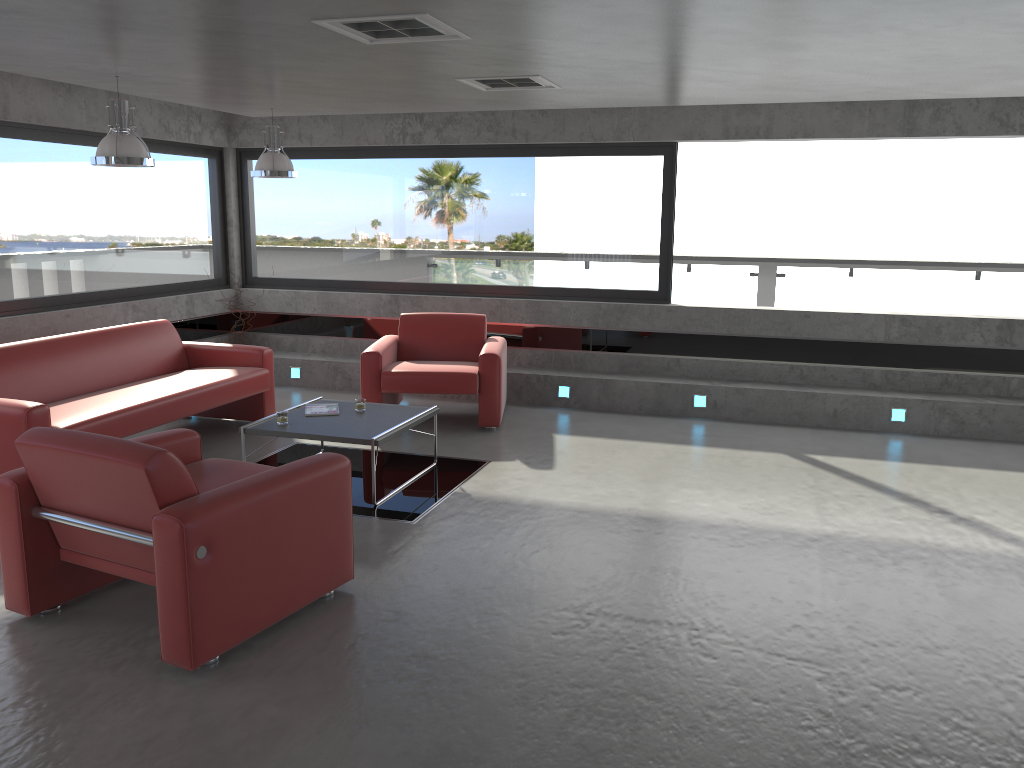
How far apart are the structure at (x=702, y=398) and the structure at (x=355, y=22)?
4.52m

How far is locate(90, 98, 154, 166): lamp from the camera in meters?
5.6

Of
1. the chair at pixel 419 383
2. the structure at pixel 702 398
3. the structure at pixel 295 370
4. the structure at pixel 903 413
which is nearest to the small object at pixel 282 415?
the chair at pixel 419 383

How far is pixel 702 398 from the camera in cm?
799

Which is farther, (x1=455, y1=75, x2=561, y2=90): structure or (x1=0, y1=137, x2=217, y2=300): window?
(x1=0, y1=137, x2=217, y2=300): window

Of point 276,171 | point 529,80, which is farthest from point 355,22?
point 276,171

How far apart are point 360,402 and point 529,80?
2.5m

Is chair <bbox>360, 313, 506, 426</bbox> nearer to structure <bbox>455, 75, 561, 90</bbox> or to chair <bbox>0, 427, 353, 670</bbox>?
structure <bbox>455, 75, 561, 90</bbox>

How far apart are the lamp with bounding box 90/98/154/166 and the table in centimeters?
183cm

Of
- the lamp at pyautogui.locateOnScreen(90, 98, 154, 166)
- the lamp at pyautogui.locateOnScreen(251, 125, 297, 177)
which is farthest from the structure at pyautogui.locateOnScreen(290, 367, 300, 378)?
the lamp at pyautogui.locateOnScreen(90, 98, 154, 166)
